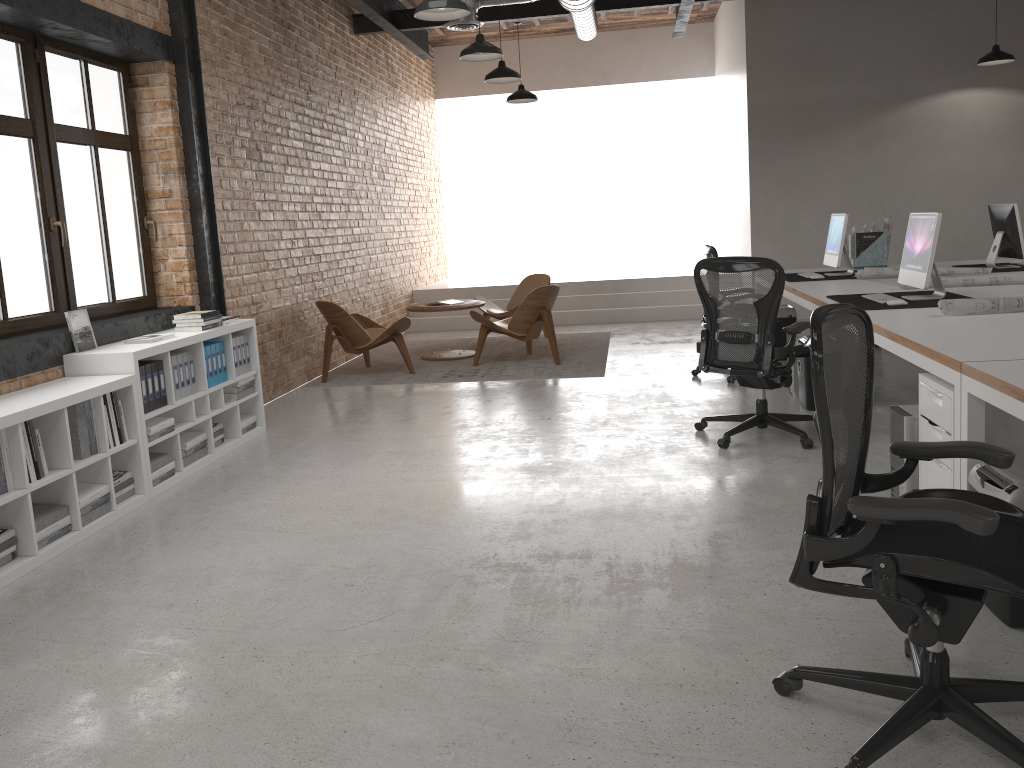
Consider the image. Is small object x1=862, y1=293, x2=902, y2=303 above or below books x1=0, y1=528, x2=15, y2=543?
above

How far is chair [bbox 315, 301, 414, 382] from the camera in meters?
8.0

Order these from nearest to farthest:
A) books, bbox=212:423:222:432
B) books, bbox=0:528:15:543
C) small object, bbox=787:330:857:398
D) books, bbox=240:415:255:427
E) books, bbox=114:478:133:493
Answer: books, bbox=0:528:15:543
books, bbox=114:478:133:493
books, bbox=212:423:222:432
books, bbox=240:415:255:427
small object, bbox=787:330:857:398

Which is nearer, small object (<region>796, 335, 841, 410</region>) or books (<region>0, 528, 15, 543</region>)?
books (<region>0, 528, 15, 543</region>)

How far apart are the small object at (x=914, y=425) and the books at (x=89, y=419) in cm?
374

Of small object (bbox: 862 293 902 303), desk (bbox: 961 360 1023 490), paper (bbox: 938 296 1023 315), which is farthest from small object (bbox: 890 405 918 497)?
small object (bbox: 862 293 902 303)

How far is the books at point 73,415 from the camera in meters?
4.2 m

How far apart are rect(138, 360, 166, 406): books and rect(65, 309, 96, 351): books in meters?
0.4

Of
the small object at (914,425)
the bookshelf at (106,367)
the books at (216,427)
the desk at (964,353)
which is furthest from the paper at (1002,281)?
the books at (216,427)

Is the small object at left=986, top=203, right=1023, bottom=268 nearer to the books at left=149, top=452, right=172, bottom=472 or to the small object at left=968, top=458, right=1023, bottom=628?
the small object at left=968, top=458, right=1023, bottom=628
